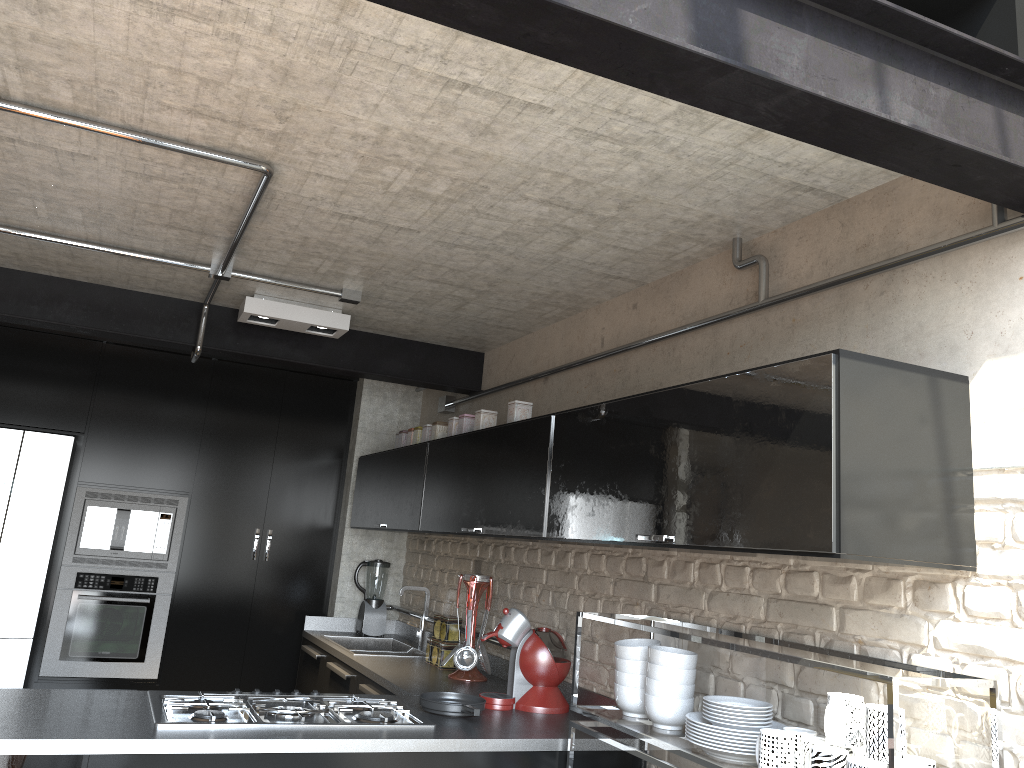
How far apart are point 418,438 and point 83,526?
1.97m

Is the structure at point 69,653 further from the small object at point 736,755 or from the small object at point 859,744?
the small object at point 859,744

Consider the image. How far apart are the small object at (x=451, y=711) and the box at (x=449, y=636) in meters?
0.9

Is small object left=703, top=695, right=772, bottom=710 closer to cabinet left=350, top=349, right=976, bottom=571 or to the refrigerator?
cabinet left=350, top=349, right=976, bottom=571

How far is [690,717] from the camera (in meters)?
2.27

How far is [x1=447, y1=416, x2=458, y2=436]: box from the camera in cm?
409

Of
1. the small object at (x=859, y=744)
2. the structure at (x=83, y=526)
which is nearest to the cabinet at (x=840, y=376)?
the small object at (x=859, y=744)

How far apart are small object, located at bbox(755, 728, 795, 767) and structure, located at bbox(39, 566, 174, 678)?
3.86m

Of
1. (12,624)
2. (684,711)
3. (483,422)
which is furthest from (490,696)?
(12,624)

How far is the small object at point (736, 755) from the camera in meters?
2.2
